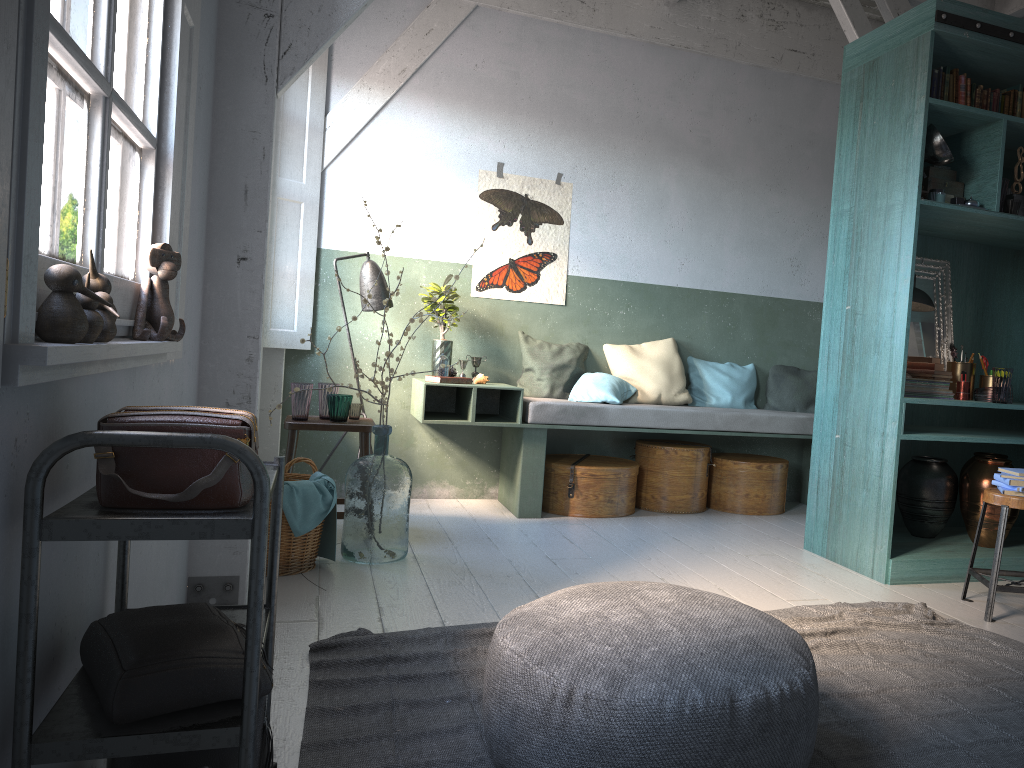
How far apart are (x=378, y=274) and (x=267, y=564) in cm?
255

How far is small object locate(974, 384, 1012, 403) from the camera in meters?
5.2 m

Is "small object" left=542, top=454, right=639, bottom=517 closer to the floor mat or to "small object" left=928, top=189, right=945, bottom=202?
the floor mat

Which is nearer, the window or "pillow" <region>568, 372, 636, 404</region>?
the window

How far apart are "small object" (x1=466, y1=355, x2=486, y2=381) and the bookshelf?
2.5m

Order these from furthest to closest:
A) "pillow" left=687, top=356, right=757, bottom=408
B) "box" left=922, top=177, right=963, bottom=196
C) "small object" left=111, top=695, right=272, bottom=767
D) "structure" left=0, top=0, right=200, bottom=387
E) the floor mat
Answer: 1. "pillow" left=687, top=356, right=757, bottom=408
2. "box" left=922, top=177, right=963, bottom=196
3. the floor mat
4. "small object" left=111, top=695, right=272, bottom=767
5. "structure" left=0, top=0, right=200, bottom=387

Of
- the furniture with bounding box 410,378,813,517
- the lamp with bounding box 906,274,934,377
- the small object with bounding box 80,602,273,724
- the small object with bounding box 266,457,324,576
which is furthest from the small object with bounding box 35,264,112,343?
the lamp with bounding box 906,274,934,377

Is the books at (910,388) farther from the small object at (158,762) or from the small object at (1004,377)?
the small object at (158,762)

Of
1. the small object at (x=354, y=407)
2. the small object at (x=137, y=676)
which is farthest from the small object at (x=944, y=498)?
the small object at (x=137, y=676)

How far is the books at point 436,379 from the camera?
6.20m
